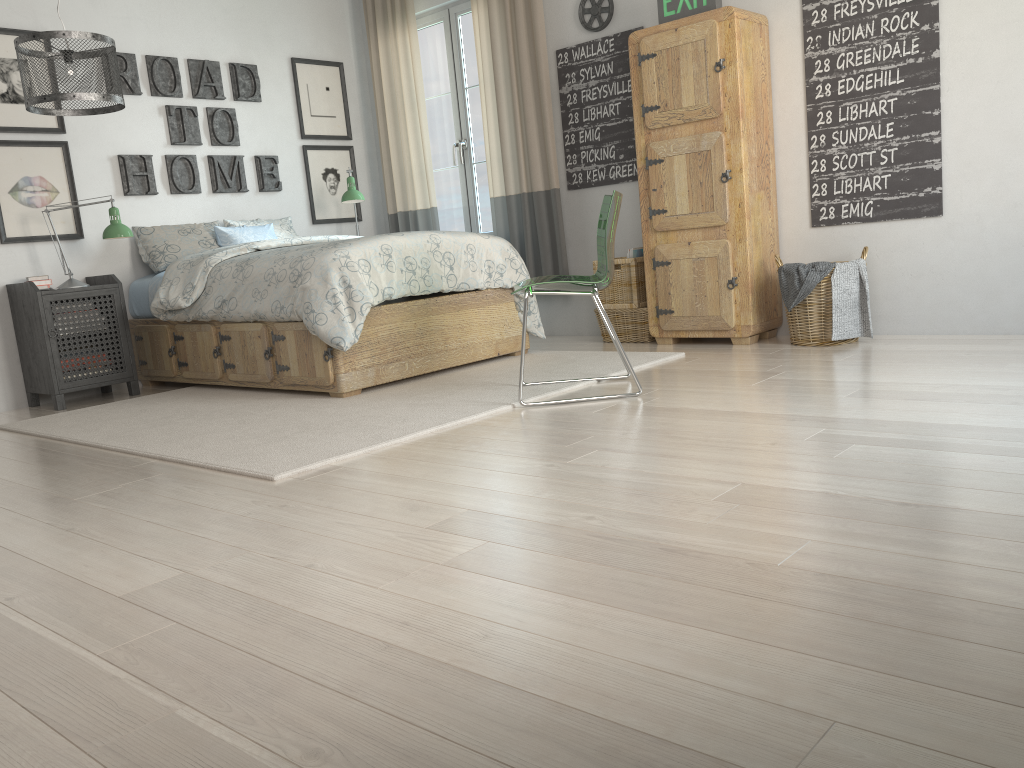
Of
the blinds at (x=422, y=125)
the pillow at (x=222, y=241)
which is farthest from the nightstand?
the blinds at (x=422, y=125)

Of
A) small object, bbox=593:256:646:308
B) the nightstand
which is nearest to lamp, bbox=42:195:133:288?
the nightstand

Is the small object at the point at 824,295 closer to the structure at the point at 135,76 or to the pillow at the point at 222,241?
the pillow at the point at 222,241

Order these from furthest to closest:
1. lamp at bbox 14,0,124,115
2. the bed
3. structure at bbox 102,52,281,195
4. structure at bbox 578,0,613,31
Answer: structure at bbox 102,52,281,195 → structure at bbox 578,0,613,31 → the bed → lamp at bbox 14,0,124,115

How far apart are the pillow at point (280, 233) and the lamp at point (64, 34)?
1.5m

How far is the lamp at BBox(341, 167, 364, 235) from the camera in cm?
555

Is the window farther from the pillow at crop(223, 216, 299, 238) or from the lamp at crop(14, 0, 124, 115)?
the lamp at crop(14, 0, 124, 115)

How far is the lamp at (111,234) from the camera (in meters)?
4.51

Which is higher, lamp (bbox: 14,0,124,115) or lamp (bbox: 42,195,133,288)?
lamp (bbox: 14,0,124,115)

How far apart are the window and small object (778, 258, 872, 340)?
2.30m
